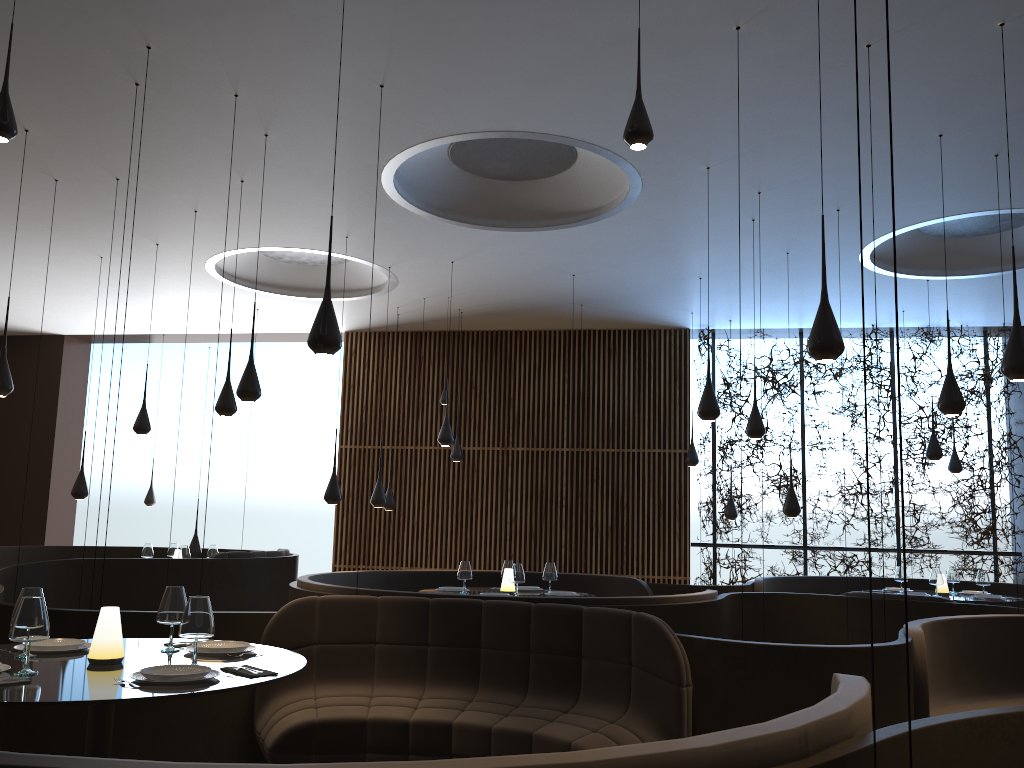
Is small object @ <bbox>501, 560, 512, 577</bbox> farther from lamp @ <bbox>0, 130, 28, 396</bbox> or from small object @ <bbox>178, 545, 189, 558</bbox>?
lamp @ <bbox>0, 130, 28, 396</bbox>

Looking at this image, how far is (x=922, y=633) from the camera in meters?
5.1 m

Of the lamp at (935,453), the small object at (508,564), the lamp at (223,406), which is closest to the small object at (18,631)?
the lamp at (223,406)

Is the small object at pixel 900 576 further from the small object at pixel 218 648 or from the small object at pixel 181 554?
the small object at pixel 181 554

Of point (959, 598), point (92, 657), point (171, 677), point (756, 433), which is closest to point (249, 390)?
point (92, 657)

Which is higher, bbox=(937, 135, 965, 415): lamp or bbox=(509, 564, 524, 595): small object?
bbox=(937, 135, 965, 415): lamp

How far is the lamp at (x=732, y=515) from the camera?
12.7 meters

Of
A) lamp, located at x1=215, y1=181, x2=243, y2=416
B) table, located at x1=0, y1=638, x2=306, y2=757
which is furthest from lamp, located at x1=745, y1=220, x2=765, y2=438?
table, located at x1=0, y1=638, x2=306, y2=757

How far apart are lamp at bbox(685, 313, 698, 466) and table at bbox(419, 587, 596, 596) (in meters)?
4.70

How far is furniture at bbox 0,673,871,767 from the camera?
1.8 meters
